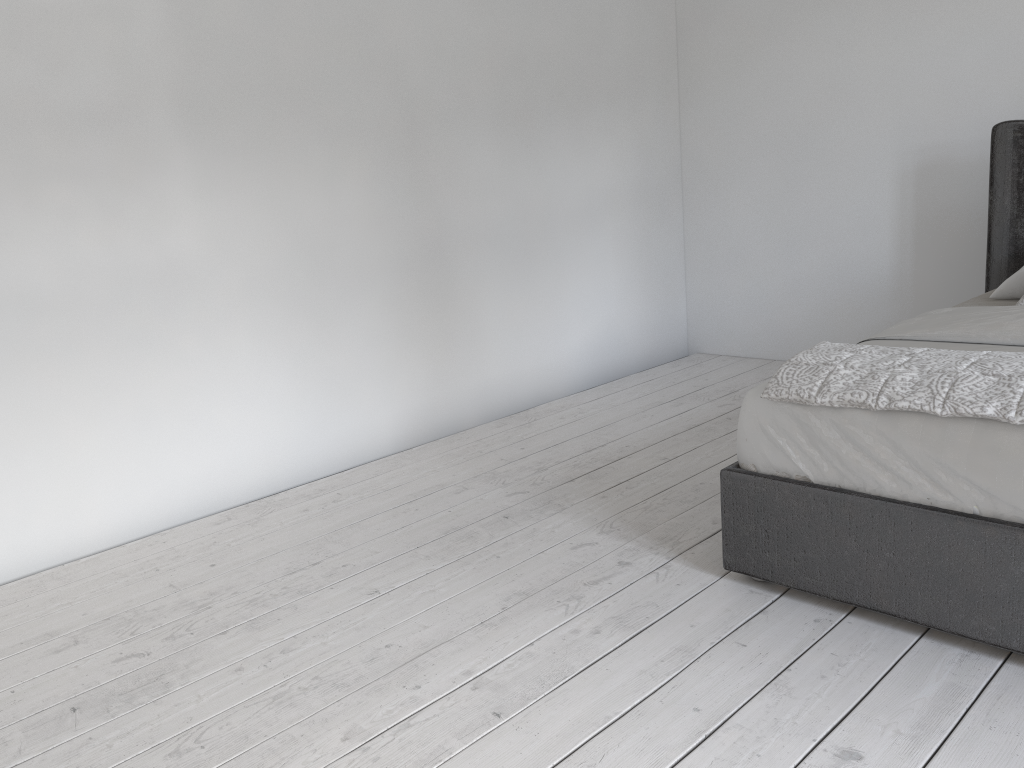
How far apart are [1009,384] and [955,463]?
0.2 meters

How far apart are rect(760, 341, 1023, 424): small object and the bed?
0.0 meters

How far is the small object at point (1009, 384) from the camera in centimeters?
186cm

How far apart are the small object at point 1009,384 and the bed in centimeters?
2cm

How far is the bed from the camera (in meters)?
1.85

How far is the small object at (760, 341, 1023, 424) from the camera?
1.9 meters
